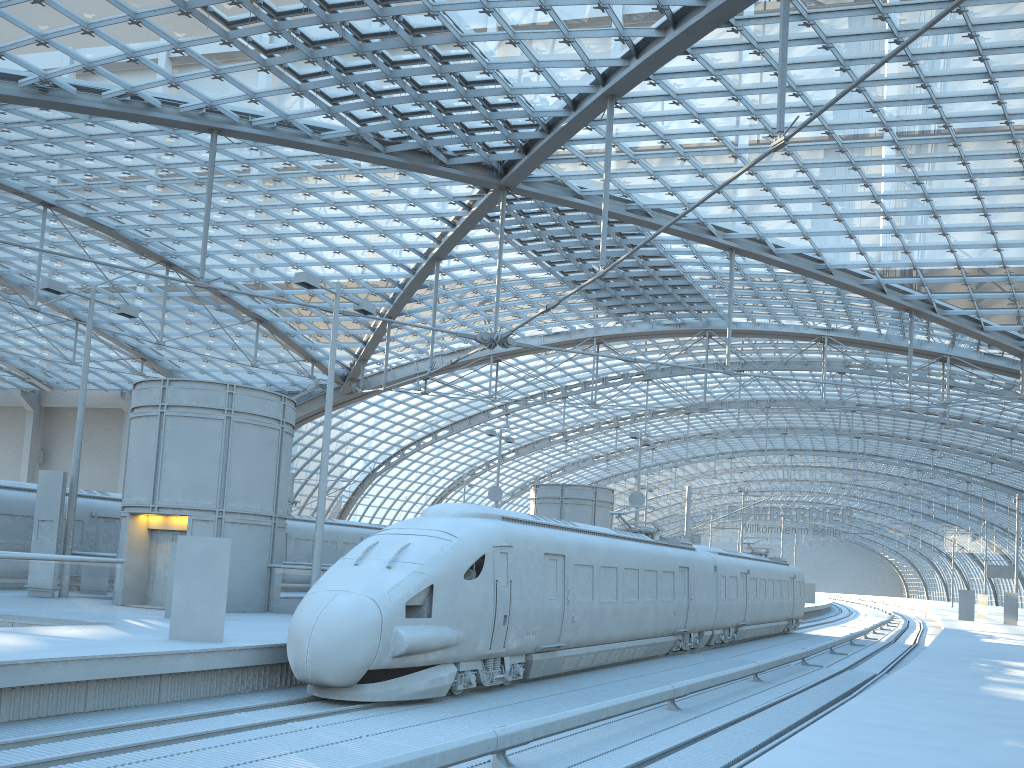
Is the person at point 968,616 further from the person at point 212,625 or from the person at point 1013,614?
the person at point 212,625

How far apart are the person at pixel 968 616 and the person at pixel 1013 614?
2.2 meters

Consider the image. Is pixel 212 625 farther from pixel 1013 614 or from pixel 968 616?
pixel 968 616

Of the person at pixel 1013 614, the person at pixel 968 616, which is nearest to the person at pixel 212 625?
the person at pixel 1013 614

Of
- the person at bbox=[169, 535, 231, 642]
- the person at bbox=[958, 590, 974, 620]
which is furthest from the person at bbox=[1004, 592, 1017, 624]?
the person at bbox=[169, 535, 231, 642]

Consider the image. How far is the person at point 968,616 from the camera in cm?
4909

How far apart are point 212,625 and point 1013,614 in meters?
46.3

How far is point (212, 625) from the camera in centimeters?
1370cm

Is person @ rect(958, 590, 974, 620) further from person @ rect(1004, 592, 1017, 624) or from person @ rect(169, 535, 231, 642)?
person @ rect(169, 535, 231, 642)

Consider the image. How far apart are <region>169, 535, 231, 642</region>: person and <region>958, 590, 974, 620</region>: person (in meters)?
47.29
